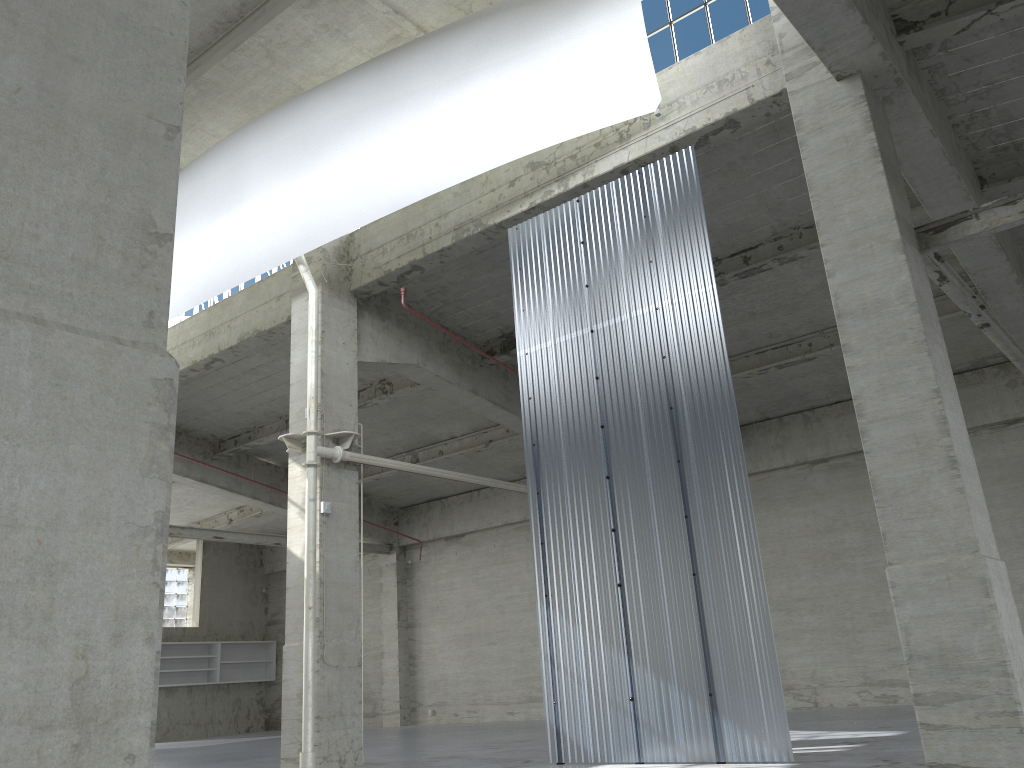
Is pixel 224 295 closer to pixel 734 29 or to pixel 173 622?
pixel 734 29

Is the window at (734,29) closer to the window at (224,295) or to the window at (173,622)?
the window at (224,295)

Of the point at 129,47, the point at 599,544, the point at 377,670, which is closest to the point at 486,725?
the point at 377,670

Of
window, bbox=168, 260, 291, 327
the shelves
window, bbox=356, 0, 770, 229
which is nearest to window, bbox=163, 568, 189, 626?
the shelves

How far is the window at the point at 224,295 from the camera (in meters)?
25.64

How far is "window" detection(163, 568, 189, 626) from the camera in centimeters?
4543cm

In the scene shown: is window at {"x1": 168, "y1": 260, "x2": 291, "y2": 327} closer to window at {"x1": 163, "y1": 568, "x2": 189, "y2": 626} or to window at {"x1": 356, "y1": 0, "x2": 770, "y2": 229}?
window at {"x1": 356, "y1": 0, "x2": 770, "y2": 229}

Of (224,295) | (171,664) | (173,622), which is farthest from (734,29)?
(173,622)

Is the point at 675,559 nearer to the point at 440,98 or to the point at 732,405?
the point at 732,405

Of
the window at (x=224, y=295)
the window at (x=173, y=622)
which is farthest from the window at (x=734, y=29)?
the window at (x=173, y=622)
